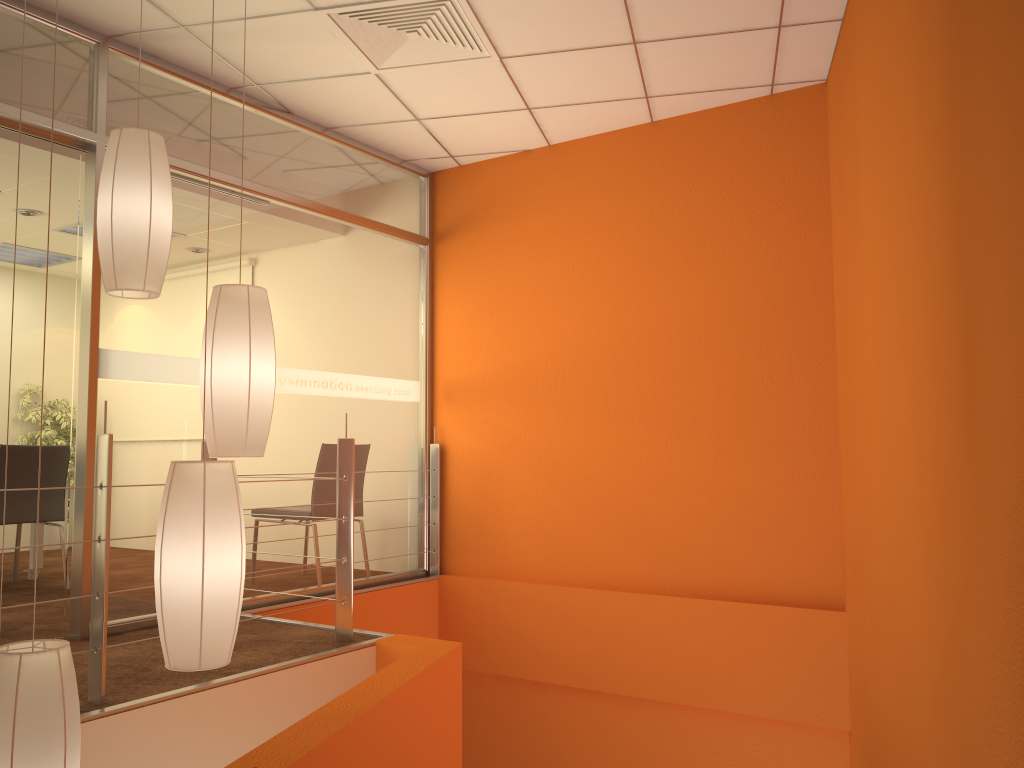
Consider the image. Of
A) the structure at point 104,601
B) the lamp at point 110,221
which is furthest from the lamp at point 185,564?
the structure at point 104,601

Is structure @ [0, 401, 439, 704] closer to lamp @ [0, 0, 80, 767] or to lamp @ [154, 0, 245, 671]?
lamp @ [0, 0, 80, 767]

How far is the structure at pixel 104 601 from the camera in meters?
2.6 m

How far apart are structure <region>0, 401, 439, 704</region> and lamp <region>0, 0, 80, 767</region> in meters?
0.7

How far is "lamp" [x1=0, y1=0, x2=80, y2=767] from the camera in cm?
176

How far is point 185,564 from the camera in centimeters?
190cm

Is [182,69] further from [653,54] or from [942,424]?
[942,424]

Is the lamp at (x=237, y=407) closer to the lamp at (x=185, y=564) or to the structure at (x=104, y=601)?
the lamp at (x=185, y=564)

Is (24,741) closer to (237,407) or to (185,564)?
(185,564)

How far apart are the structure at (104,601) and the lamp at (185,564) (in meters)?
0.83
